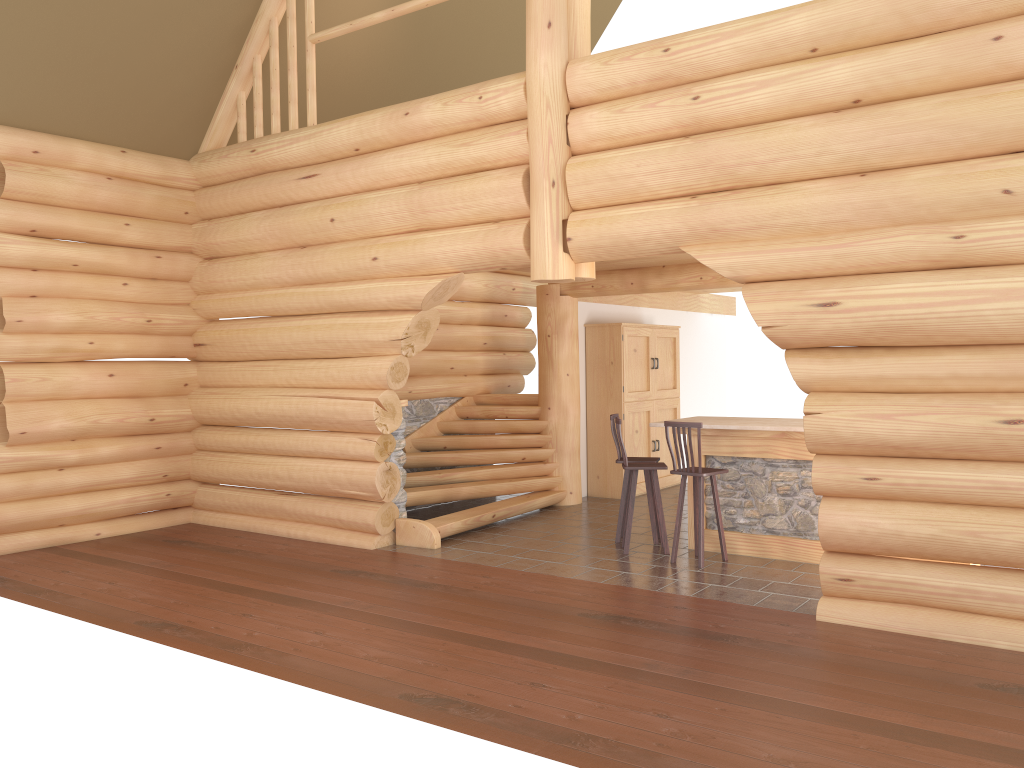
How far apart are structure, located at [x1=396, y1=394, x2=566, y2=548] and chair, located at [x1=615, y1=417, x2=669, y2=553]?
1.9 meters

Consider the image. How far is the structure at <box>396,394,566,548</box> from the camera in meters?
9.7

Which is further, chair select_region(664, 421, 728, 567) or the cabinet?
the cabinet

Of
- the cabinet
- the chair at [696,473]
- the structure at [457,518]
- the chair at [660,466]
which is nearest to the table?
the chair at [696,473]

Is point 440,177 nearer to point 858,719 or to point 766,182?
point 766,182

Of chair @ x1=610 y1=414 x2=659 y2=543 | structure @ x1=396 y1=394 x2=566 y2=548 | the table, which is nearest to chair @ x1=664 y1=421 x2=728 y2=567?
the table

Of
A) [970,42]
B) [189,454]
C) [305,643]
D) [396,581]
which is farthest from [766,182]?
[189,454]

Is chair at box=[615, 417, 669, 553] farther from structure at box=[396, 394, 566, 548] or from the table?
structure at box=[396, 394, 566, 548]

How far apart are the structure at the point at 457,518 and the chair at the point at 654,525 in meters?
1.6

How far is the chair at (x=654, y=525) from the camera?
9.1m
